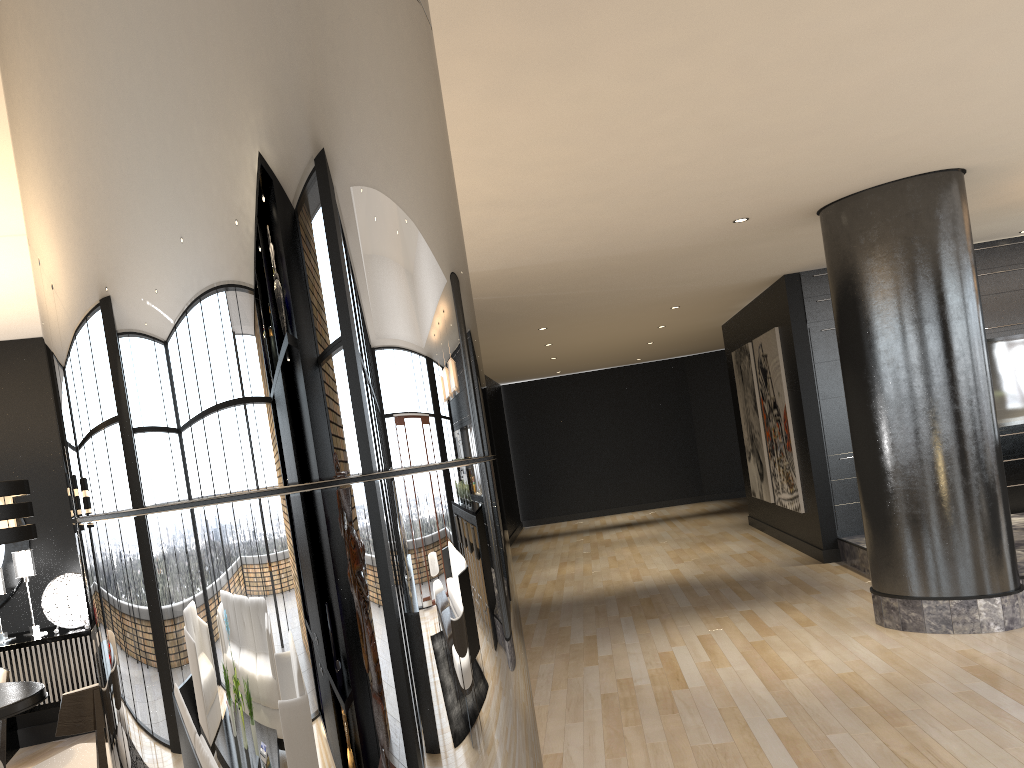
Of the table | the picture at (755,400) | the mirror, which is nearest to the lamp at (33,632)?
the mirror

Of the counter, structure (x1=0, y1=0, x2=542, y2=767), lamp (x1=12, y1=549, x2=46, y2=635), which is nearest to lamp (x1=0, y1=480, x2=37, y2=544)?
lamp (x1=12, y1=549, x2=46, y2=635)

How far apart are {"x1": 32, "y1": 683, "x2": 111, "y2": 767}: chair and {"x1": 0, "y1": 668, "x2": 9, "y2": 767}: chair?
0.6m

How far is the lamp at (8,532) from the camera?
3.6 meters

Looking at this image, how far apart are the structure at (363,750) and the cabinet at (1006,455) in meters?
7.6 m

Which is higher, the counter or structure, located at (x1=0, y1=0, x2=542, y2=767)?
structure, located at (x1=0, y1=0, x2=542, y2=767)

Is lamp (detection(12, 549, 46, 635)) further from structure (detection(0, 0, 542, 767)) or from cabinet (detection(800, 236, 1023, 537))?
cabinet (detection(800, 236, 1023, 537))

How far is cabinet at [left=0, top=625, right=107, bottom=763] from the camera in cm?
532

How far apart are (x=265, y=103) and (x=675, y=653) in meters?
5.4

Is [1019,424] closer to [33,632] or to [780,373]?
[780,373]
